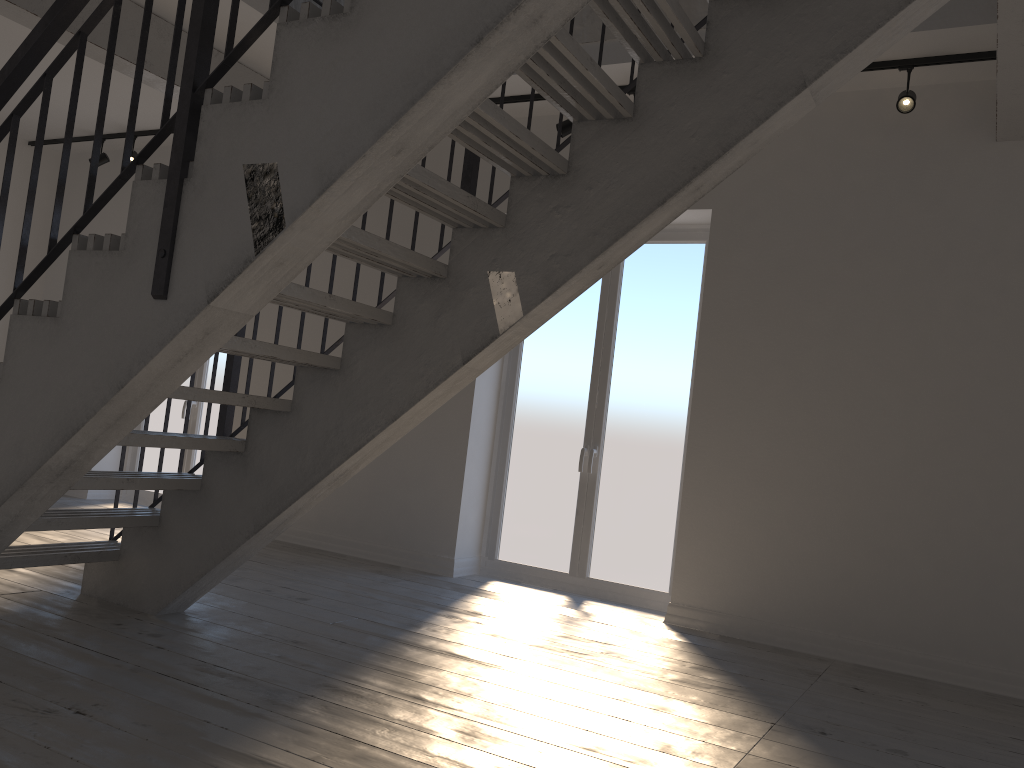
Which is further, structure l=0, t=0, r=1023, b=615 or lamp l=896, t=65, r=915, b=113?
lamp l=896, t=65, r=915, b=113

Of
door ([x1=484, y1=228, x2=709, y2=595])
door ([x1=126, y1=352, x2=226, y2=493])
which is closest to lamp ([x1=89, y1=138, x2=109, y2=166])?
door ([x1=126, y1=352, x2=226, y2=493])

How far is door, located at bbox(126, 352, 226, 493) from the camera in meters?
7.3

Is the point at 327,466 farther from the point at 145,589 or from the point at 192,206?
the point at 192,206

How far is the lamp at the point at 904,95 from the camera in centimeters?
424cm

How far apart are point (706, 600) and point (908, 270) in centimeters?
203cm

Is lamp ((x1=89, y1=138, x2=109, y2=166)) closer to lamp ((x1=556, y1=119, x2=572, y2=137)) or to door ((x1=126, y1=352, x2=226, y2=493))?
door ((x1=126, y1=352, x2=226, y2=493))

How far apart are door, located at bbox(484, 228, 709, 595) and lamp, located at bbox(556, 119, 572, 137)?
0.9m

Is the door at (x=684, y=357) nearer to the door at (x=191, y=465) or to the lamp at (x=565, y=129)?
the lamp at (x=565, y=129)

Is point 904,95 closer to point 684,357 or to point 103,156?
point 684,357
